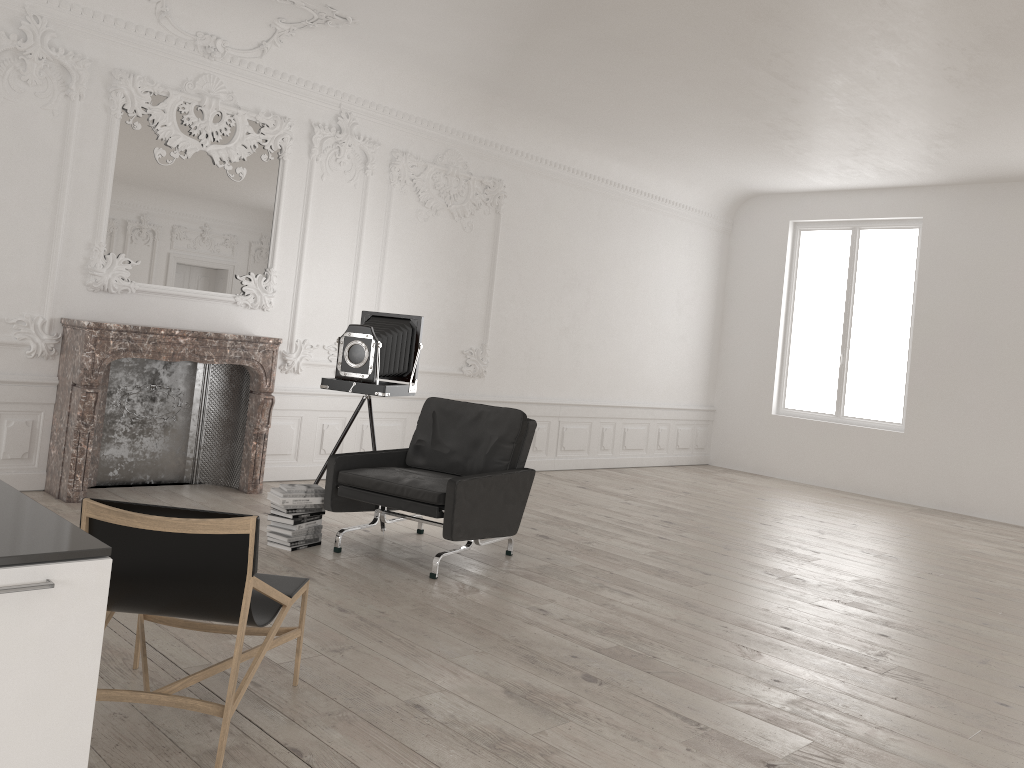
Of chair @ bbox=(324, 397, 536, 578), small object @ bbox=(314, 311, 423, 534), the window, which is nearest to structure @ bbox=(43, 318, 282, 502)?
small object @ bbox=(314, 311, 423, 534)

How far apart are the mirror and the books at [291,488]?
2.3m

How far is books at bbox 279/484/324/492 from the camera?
5.51m

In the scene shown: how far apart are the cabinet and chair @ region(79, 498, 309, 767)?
0.5 meters

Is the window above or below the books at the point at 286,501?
above

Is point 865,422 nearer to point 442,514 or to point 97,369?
point 442,514

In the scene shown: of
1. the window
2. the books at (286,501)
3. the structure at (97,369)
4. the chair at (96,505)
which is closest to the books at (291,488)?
the books at (286,501)

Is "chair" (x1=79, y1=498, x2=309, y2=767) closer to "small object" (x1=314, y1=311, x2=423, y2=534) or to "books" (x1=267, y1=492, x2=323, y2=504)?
"books" (x1=267, y1=492, x2=323, y2=504)

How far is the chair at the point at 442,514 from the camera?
5.2m

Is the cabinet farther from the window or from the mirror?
the window
